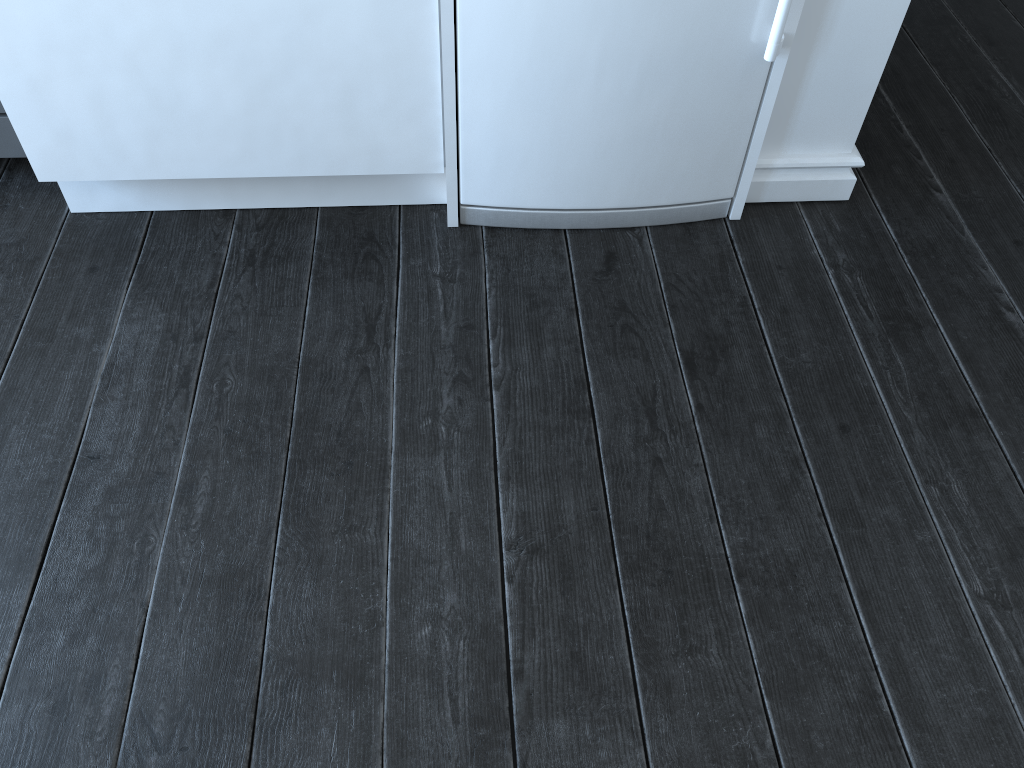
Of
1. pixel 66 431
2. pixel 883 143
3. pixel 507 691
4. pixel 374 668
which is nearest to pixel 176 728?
pixel 374 668

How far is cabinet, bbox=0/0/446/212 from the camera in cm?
143

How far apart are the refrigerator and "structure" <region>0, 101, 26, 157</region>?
0.9 meters

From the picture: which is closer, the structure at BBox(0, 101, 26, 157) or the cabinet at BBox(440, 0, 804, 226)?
the cabinet at BBox(440, 0, 804, 226)

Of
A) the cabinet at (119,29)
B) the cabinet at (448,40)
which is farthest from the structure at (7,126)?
the cabinet at (448,40)

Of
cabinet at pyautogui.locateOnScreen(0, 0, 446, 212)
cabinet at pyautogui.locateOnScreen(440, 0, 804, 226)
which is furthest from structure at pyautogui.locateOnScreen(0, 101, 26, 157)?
cabinet at pyautogui.locateOnScreen(440, 0, 804, 226)

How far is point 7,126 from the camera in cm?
177

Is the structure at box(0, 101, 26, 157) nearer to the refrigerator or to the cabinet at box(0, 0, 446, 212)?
the cabinet at box(0, 0, 446, 212)

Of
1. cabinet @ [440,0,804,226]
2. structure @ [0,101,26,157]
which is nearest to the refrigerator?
cabinet @ [440,0,804,226]

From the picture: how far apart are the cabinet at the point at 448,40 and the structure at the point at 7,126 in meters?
0.9 m
